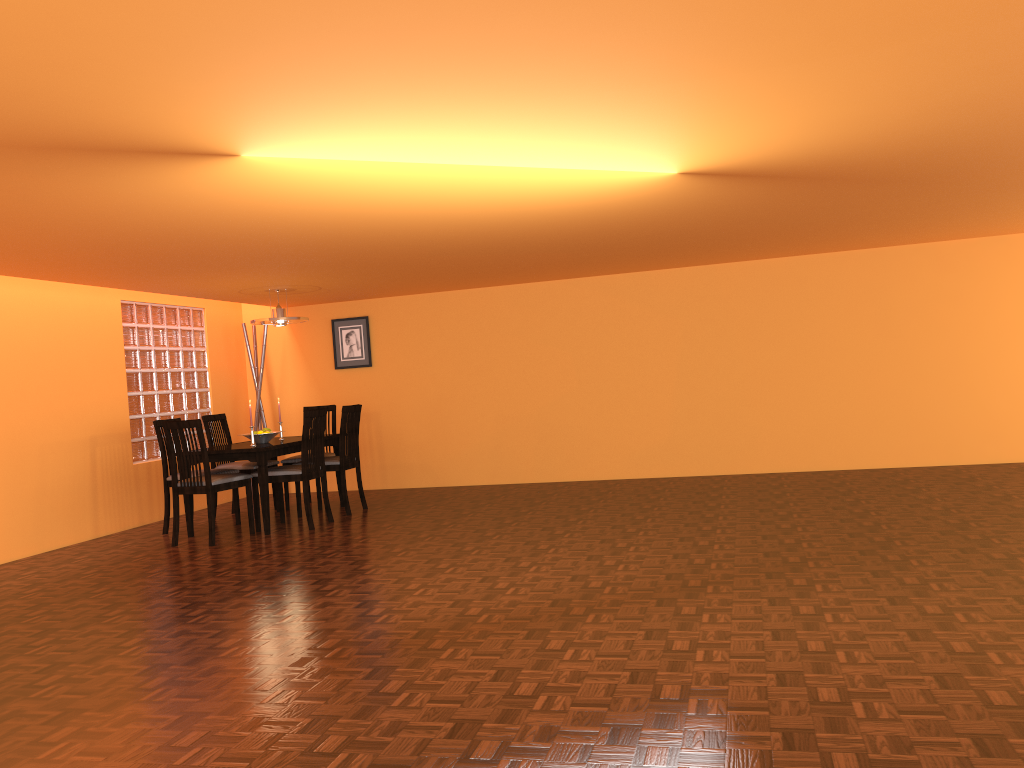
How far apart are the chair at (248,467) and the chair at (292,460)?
0.1 meters

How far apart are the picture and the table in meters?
1.2 m

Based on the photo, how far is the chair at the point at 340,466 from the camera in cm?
649

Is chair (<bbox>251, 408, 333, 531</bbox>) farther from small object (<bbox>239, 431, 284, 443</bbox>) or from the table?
small object (<bbox>239, 431, 284, 443</bbox>)

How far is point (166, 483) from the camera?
6.2 meters

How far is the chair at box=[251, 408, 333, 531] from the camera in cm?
594

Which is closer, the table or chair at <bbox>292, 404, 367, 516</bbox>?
the table

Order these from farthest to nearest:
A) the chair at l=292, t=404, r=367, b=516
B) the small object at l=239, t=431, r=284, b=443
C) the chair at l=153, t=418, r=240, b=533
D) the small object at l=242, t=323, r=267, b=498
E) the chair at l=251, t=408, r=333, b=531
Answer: the small object at l=242, t=323, r=267, b=498 < the chair at l=292, t=404, r=367, b=516 < the small object at l=239, t=431, r=284, b=443 < the chair at l=153, t=418, r=240, b=533 < the chair at l=251, t=408, r=333, b=531

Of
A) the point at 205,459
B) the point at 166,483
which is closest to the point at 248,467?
the point at 166,483

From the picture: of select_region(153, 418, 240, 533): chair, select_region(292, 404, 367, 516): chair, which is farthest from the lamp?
select_region(153, 418, 240, 533): chair
